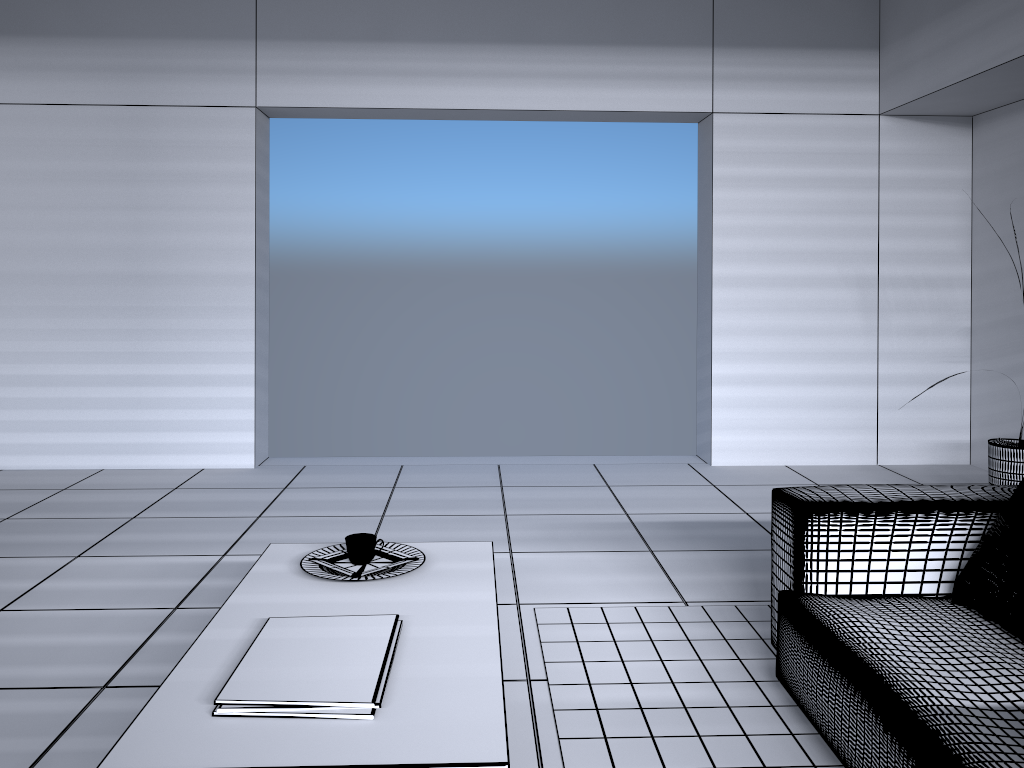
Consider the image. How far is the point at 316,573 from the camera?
2.29m

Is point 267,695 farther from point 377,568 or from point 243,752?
point 377,568

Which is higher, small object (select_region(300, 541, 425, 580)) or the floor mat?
small object (select_region(300, 541, 425, 580))

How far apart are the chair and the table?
0.81m

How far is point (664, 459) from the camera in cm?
585

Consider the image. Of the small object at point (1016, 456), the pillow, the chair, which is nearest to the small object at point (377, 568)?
the chair

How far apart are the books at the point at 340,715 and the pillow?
1.6m

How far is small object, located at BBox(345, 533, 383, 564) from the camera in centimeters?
236cm

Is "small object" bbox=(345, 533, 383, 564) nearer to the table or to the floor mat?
the table

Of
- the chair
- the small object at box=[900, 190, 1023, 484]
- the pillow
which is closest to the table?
the chair
